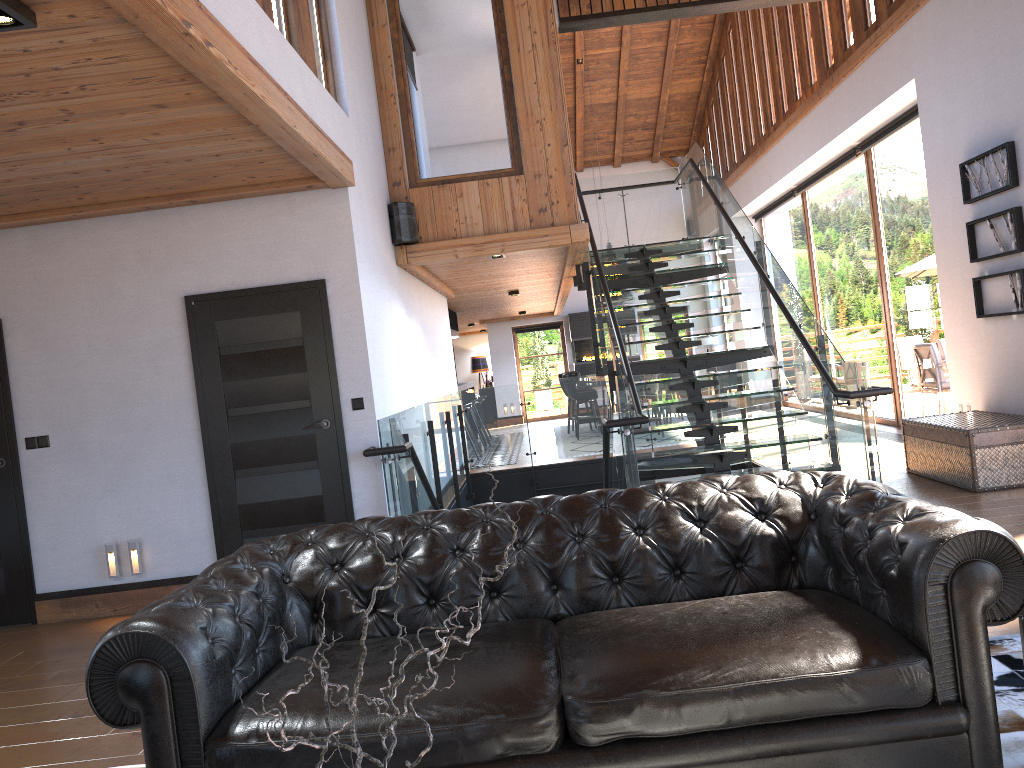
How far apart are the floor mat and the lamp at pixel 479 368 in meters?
21.1

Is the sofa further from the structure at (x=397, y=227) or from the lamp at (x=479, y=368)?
the lamp at (x=479, y=368)

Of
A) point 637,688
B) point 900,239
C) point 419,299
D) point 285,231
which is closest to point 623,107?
point 900,239

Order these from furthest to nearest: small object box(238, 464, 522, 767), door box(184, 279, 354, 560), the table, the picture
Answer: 1. the picture
2. the table
3. door box(184, 279, 354, 560)
4. small object box(238, 464, 522, 767)

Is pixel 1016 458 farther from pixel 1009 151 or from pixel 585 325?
pixel 585 325

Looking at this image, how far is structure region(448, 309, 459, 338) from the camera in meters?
15.2

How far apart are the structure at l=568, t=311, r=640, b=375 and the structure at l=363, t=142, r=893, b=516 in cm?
781

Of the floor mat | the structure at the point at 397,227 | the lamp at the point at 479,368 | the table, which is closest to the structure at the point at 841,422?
the table

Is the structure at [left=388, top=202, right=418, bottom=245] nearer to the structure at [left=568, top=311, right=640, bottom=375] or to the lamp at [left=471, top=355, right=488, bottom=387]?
the structure at [left=568, top=311, right=640, bottom=375]

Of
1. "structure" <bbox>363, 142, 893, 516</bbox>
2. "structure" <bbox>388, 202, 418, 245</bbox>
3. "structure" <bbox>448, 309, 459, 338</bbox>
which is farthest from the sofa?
"structure" <bbox>448, 309, 459, 338</bbox>
